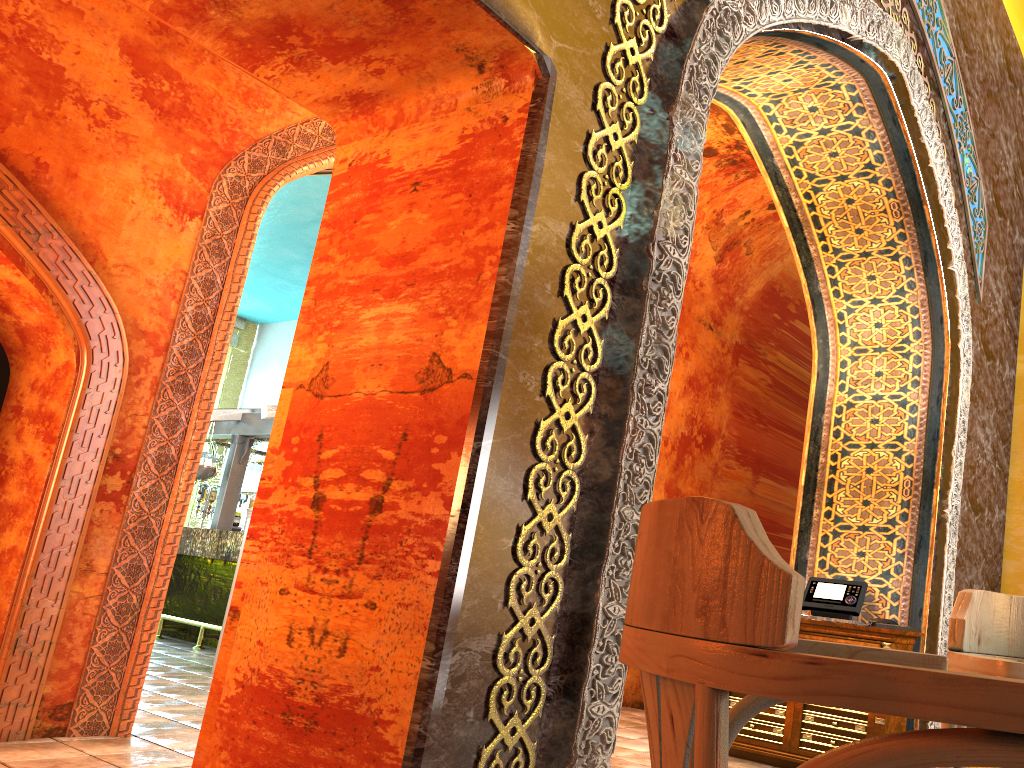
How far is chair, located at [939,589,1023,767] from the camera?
1.64m

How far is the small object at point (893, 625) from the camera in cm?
542

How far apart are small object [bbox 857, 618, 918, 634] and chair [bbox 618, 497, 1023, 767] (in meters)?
4.47

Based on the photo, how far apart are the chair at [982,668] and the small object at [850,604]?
3.9m

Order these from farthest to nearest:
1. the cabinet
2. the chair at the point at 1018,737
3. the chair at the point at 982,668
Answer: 1. the cabinet
2. the chair at the point at 982,668
3. the chair at the point at 1018,737

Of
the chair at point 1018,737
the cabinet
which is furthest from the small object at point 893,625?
the chair at point 1018,737

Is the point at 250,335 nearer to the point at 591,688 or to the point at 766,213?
the point at 766,213

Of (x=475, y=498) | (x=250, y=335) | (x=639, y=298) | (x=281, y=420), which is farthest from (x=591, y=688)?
(x=250, y=335)

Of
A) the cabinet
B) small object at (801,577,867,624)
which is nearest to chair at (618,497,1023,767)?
the cabinet

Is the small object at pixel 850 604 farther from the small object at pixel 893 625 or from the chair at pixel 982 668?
the chair at pixel 982 668
